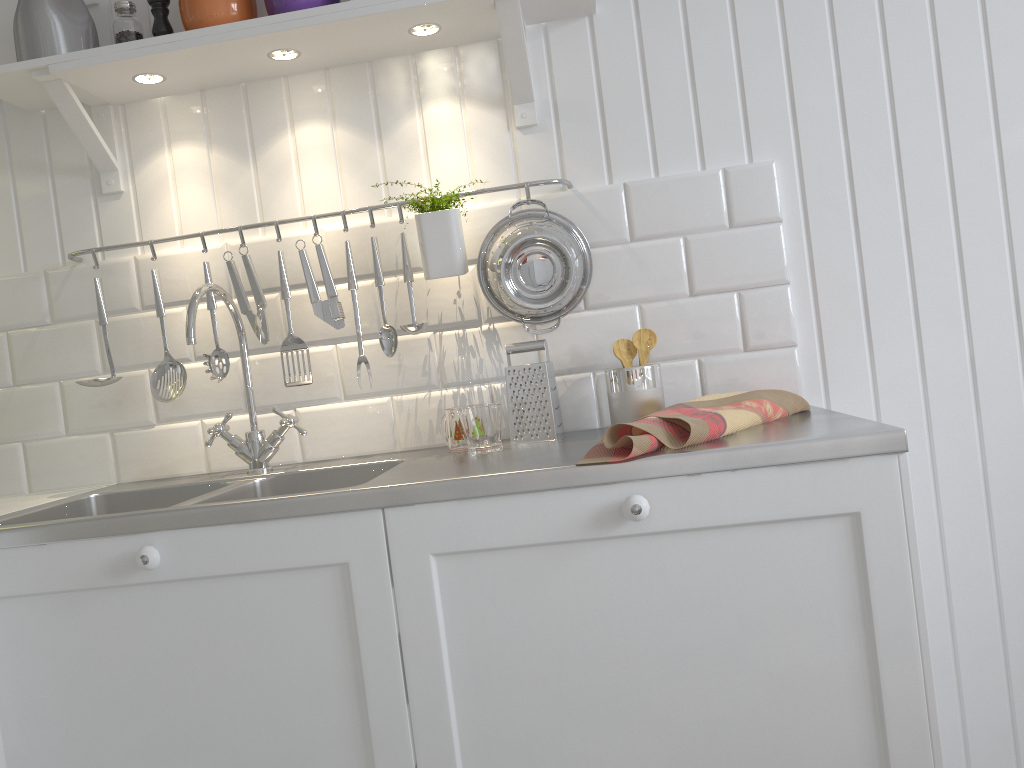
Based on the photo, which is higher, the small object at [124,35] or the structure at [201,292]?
the small object at [124,35]

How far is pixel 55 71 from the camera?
1.6m

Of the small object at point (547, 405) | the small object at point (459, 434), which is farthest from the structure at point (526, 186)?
the small object at point (459, 434)

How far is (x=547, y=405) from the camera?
1.6m

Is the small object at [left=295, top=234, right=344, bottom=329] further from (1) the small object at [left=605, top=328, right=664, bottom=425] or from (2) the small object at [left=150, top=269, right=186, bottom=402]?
(1) the small object at [left=605, top=328, right=664, bottom=425]

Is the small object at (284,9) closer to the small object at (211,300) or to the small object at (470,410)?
the small object at (211,300)

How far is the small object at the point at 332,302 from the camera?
1.67m

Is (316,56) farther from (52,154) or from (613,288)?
(613,288)

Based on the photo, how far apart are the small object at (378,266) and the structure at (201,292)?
0.21m

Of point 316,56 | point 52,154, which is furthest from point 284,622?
point 52,154
